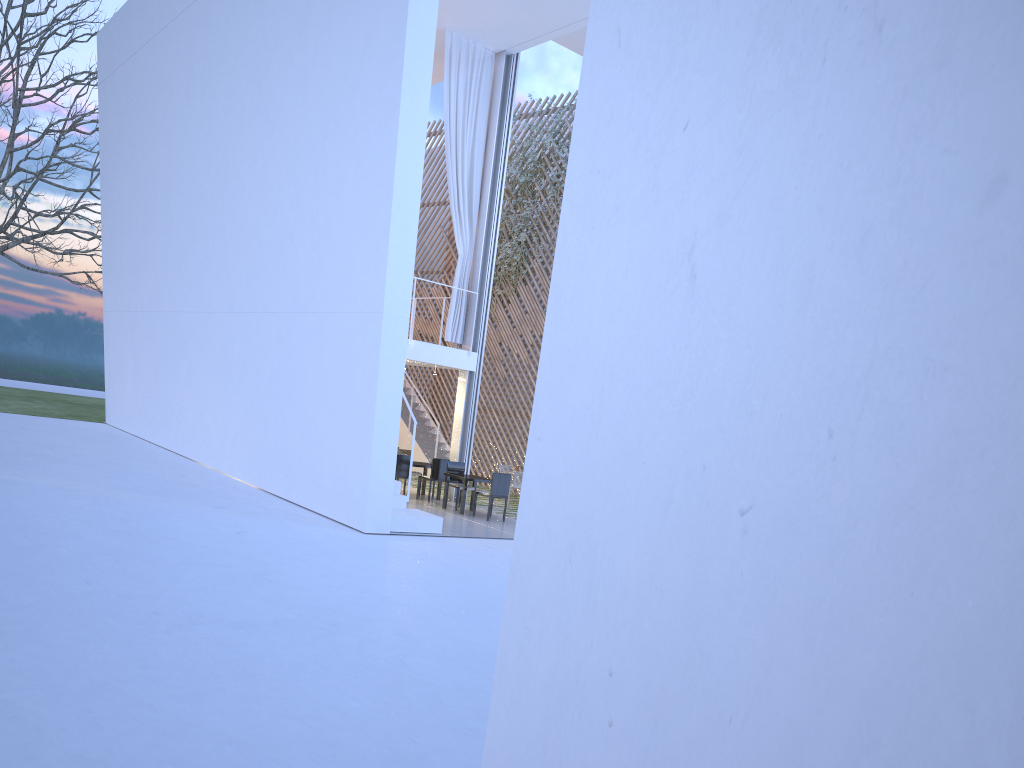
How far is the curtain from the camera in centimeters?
819cm

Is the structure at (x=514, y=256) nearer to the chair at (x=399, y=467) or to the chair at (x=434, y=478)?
the chair at (x=434, y=478)

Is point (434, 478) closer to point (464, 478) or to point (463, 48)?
point (464, 478)

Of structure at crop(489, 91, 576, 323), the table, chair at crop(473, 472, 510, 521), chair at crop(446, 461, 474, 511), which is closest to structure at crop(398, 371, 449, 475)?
structure at crop(489, 91, 576, 323)

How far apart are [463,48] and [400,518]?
4.6 meters

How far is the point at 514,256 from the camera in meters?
10.6 m

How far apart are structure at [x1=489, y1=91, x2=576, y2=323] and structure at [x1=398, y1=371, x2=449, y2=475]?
1.9 meters

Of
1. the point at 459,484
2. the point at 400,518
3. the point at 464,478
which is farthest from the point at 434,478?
the point at 400,518

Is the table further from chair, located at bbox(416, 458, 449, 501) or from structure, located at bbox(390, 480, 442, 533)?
structure, located at bbox(390, 480, 442, 533)

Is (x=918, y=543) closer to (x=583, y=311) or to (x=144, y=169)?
(x=583, y=311)
